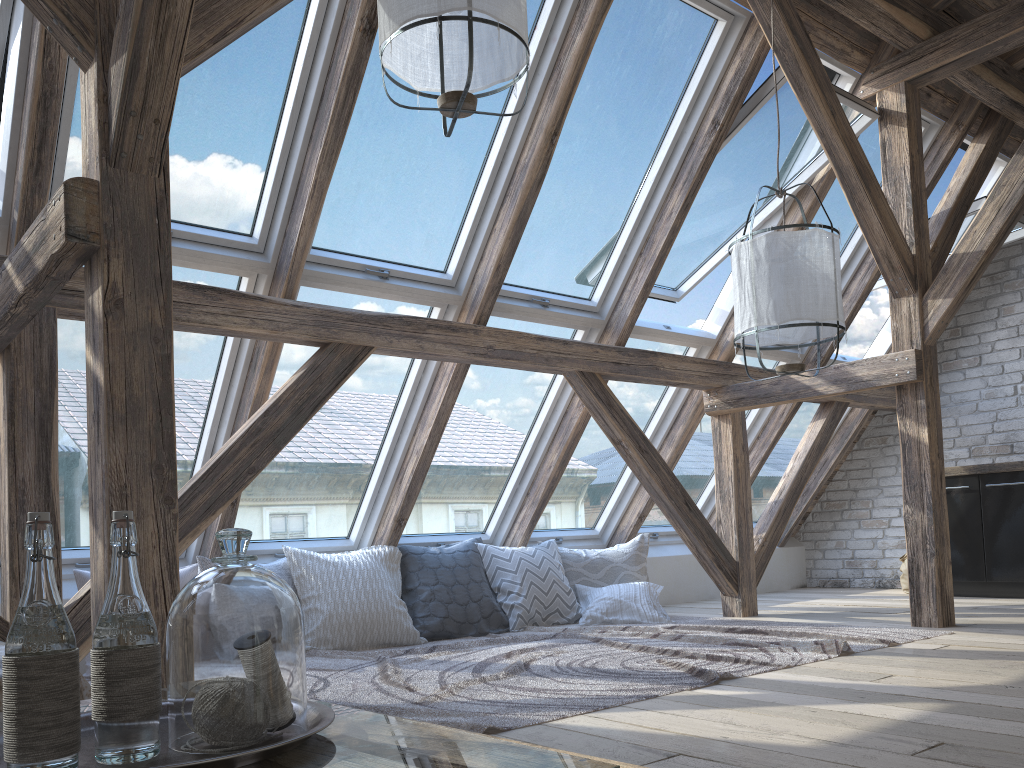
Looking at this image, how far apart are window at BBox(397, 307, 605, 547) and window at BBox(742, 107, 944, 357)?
1.66m

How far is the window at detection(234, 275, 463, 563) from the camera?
4.0m

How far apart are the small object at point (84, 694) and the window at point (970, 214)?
5.20m

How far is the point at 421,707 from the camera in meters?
2.6

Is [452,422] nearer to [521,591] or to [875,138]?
[521,591]

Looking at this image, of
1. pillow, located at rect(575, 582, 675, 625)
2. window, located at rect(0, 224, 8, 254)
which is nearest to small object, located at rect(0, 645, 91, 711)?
window, located at rect(0, 224, 8, 254)

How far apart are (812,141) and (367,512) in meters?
3.0 m

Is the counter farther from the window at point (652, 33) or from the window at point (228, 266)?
the window at point (228, 266)

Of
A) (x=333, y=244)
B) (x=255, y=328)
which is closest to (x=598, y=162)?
(x=333, y=244)

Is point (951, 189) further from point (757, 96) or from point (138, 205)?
point (138, 205)
